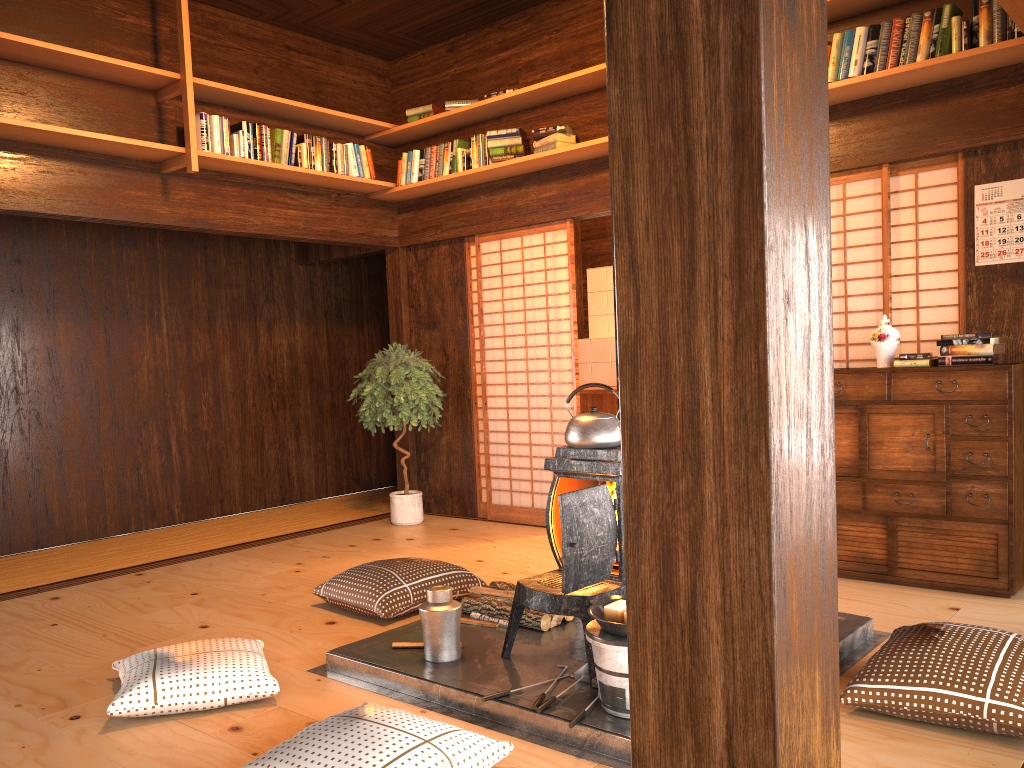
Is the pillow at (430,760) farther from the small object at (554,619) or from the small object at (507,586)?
the small object at (507,586)

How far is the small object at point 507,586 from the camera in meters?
3.8 m

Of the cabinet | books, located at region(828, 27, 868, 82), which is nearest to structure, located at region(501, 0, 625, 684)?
the cabinet

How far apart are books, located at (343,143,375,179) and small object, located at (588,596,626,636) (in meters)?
4.08

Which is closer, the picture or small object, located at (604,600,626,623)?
small object, located at (604,600,626,623)

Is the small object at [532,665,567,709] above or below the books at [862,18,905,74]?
below

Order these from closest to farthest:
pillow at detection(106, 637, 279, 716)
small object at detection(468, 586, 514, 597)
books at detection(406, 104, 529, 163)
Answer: pillow at detection(106, 637, 279, 716) < small object at detection(468, 586, 514, 597) < books at detection(406, 104, 529, 163)

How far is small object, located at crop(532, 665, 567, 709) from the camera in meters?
2.7 m

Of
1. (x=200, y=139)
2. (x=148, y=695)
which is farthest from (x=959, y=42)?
(x=148, y=695)

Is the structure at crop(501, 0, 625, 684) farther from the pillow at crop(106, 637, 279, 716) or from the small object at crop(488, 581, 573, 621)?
the pillow at crop(106, 637, 279, 716)
